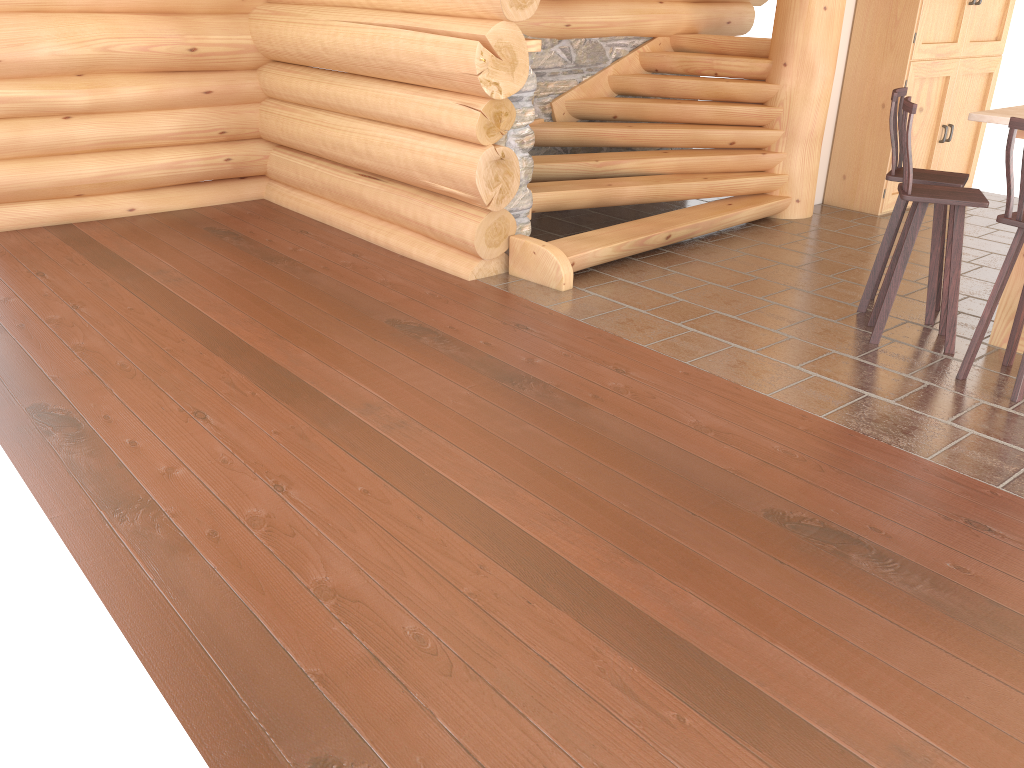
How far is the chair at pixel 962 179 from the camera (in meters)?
5.16

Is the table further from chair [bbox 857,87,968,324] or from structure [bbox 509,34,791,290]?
structure [bbox 509,34,791,290]

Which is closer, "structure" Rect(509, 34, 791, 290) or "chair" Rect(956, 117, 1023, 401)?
"chair" Rect(956, 117, 1023, 401)

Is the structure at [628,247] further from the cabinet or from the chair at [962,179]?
the chair at [962,179]

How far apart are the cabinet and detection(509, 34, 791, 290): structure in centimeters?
81cm

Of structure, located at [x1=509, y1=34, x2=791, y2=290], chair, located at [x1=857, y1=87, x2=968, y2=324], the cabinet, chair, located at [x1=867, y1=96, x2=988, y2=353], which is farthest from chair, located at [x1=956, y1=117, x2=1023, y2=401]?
the cabinet

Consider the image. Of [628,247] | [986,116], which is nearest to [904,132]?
[986,116]

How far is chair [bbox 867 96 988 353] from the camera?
4.7 meters

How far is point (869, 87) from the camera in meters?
7.8 m

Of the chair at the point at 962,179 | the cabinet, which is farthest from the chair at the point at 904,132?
the cabinet
